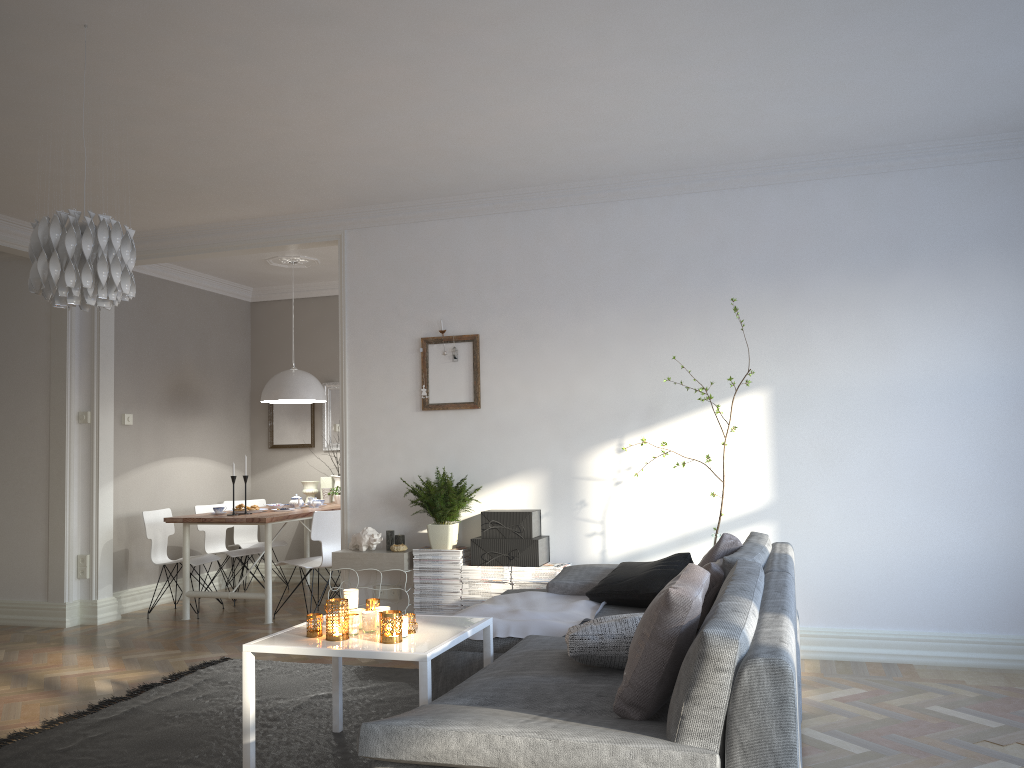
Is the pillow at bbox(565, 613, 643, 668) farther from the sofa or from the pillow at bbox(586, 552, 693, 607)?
Answer: the pillow at bbox(586, 552, 693, 607)

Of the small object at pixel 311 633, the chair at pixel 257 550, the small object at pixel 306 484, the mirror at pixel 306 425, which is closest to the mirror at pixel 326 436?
the mirror at pixel 306 425

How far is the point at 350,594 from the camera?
3.40m

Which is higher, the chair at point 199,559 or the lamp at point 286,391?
the lamp at point 286,391

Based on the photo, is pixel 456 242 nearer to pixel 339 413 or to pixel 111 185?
pixel 111 185

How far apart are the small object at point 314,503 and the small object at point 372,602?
3.75m

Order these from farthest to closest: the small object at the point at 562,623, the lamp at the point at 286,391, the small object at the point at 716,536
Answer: the lamp at the point at 286,391
the small object at the point at 716,536
the small object at the point at 562,623

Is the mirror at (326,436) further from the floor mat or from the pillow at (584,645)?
the pillow at (584,645)

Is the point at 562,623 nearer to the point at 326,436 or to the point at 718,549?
the point at 718,549

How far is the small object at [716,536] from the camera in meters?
4.8
